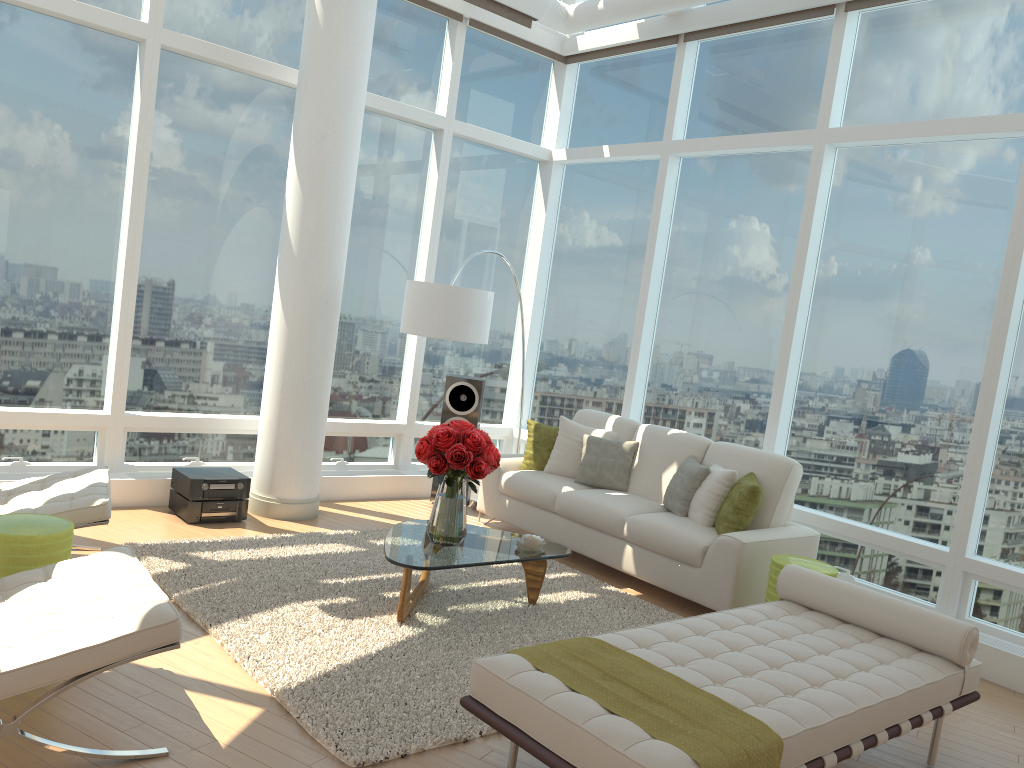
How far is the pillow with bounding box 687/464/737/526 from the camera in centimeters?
590cm

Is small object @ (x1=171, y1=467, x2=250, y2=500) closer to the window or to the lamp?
the window

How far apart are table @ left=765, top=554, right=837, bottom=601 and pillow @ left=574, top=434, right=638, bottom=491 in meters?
1.7

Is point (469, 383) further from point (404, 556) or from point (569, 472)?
point (404, 556)

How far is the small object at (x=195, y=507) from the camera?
6.2 meters

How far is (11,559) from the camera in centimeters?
376cm

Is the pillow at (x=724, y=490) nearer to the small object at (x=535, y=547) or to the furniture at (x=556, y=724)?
the small object at (x=535, y=547)

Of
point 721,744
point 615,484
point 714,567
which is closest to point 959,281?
point 714,567

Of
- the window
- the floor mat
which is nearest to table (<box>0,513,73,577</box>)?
the floor mat

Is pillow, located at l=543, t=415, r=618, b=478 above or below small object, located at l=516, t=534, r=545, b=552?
above
